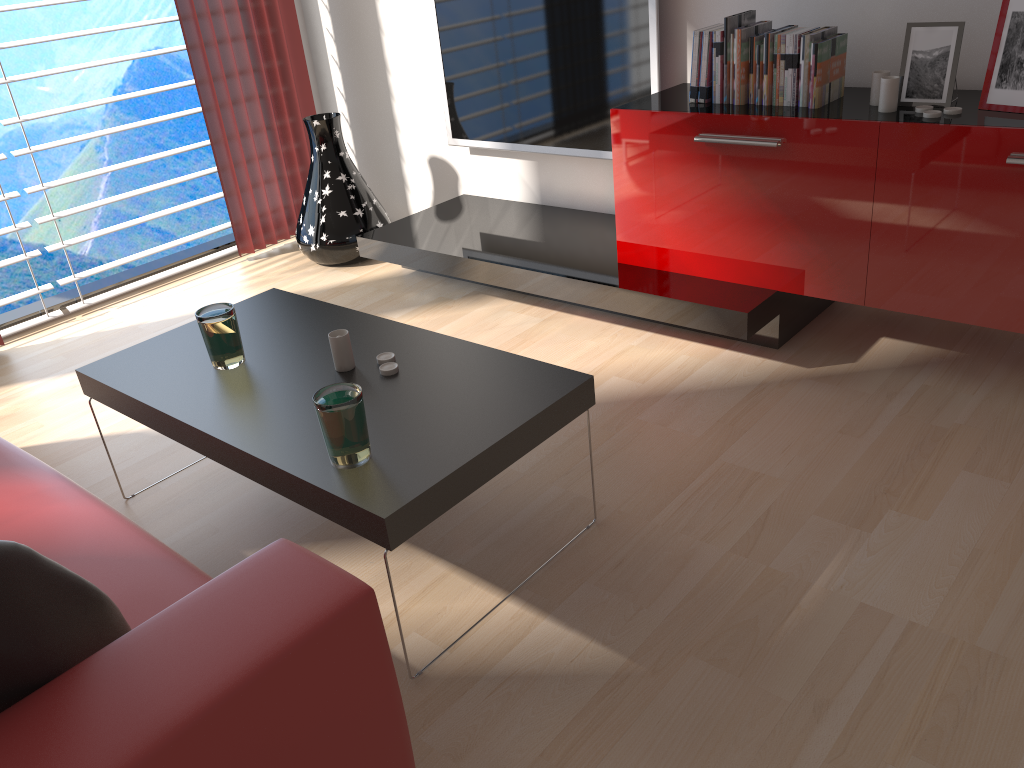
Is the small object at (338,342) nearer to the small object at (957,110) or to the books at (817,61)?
the books at (817,61)

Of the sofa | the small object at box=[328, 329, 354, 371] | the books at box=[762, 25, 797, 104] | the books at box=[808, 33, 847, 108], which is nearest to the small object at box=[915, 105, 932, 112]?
the books at box=[808, 33, 847, 108]

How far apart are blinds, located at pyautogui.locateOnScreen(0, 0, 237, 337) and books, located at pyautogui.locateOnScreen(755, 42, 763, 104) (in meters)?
→ 3.82

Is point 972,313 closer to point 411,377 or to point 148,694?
point 411,377

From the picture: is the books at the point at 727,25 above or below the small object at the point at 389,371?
above

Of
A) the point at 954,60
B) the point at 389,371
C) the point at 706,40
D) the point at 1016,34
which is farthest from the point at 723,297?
the point at 389,371

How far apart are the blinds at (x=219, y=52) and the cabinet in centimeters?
292cm

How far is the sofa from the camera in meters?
1.5

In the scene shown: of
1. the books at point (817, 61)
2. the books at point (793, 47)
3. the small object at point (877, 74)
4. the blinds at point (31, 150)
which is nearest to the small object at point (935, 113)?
the small object at point (877, 74)

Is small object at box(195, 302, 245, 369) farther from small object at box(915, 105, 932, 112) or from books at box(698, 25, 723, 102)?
small object at box(915, 105, 932, 112)
